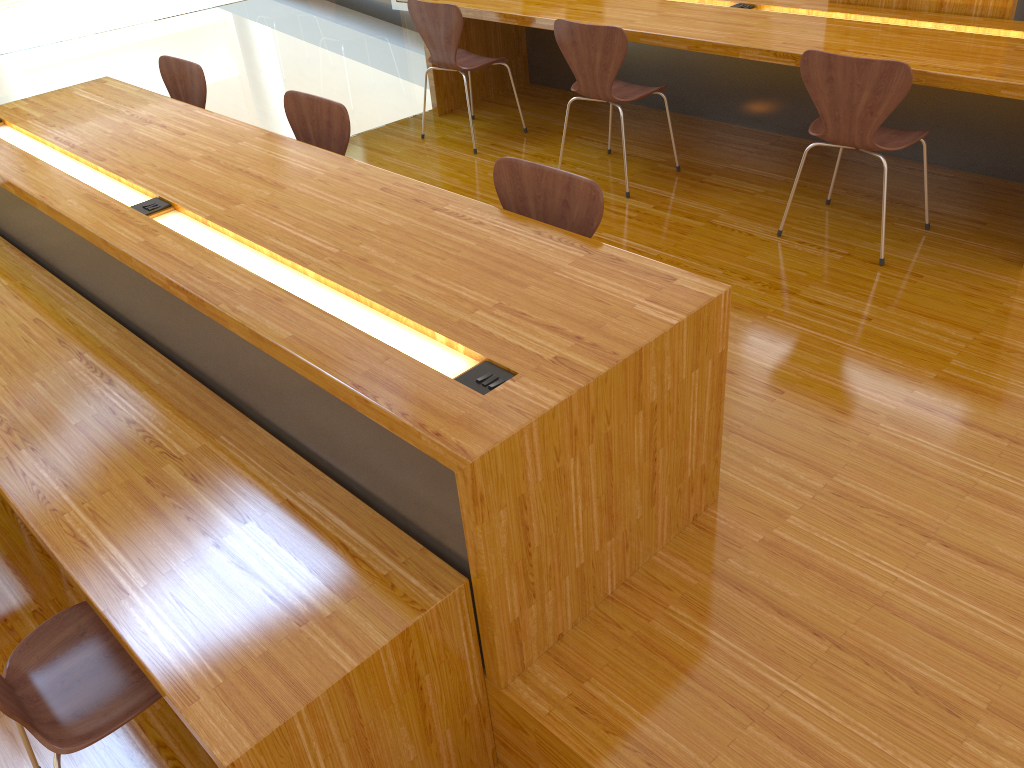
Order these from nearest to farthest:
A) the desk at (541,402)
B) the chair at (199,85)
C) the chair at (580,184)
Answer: the desk at (541,402), the chair at (580,184), the chair at (199,85)

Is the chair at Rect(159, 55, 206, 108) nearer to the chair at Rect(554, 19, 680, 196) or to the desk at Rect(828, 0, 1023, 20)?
the chair at Rect(554, 19, 680, 196)

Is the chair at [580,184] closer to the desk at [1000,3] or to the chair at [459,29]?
the chair at [459,29]

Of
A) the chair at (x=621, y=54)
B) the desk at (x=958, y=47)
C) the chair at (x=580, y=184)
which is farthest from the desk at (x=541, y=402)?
the desk at (x=958, y=47)

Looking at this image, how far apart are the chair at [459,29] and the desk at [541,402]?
1.4 meters

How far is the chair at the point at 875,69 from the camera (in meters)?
2.84

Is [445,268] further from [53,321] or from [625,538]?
[53,321]

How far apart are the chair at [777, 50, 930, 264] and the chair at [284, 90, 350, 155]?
1.56m

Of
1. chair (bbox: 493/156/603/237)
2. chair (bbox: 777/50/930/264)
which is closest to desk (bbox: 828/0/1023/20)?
chair (bbox: 777/50/930/264)

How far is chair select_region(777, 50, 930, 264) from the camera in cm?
284
